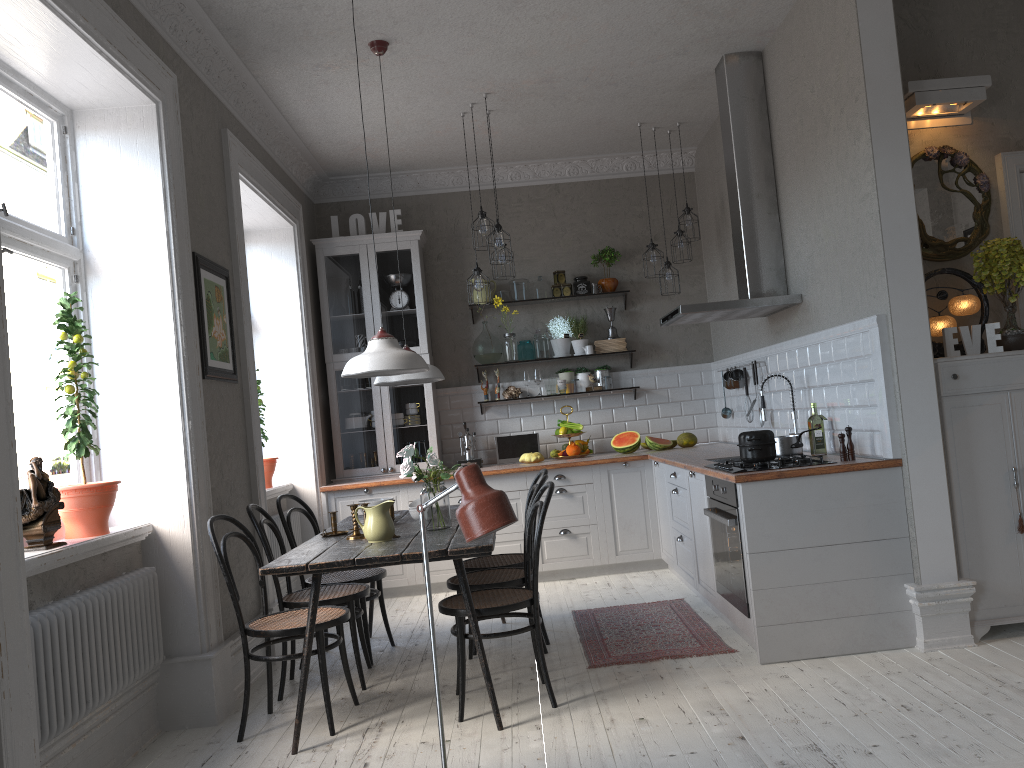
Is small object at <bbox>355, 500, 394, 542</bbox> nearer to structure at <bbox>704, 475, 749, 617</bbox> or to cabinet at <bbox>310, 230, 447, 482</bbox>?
structure at <bbox>704, 475, 749, 617</bbox>

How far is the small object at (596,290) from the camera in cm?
717

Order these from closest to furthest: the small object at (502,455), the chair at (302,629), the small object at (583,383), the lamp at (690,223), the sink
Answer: the chair at (302,629), the sink, the lamp at (690,223), the small object at (502,455), the small object at (583,383)

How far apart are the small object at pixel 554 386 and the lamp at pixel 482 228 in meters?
1.8

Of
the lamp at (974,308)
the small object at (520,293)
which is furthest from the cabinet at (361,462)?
the lamp at (974,308)

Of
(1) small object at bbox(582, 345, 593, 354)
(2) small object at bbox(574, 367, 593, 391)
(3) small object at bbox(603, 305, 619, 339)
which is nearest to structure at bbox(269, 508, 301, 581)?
(2) small object at bbox(574, 367, 593, 391)

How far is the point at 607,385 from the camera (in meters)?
7.15

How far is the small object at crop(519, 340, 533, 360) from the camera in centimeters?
723cm

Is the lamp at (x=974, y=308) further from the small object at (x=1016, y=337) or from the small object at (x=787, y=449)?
the small object at (x=787, y=449)

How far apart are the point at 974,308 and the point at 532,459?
3.42m
